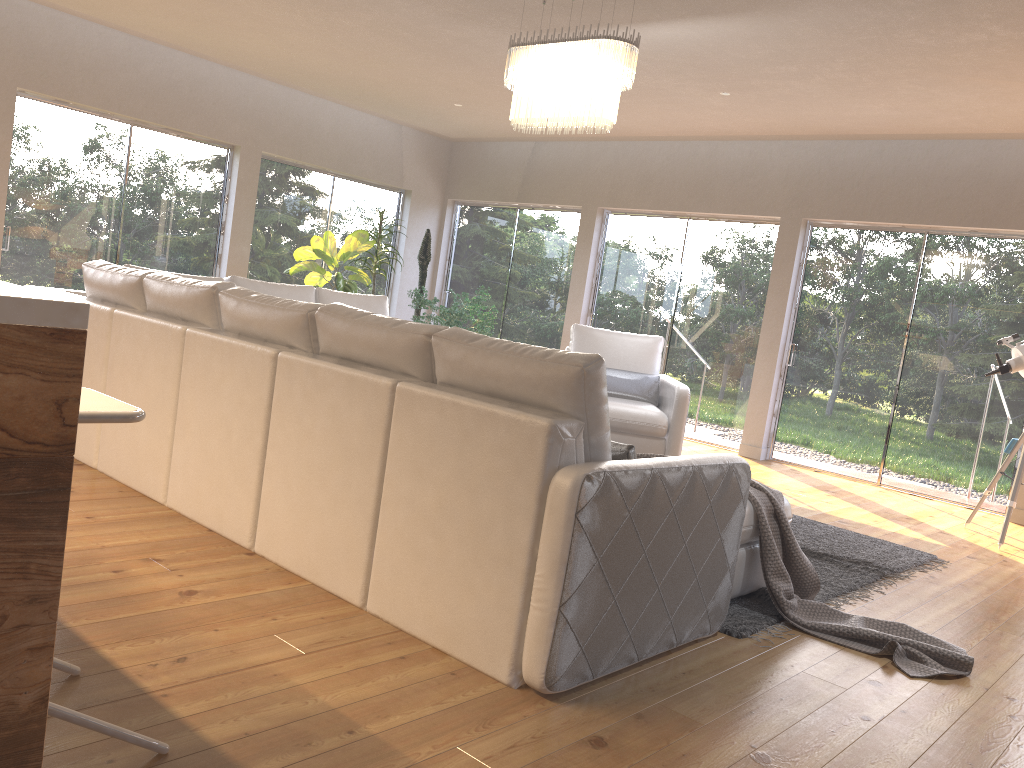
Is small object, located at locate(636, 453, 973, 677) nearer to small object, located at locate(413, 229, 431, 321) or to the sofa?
the sofa

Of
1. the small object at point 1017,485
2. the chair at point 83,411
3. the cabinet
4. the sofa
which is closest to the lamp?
the sofa

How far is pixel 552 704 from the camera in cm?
241

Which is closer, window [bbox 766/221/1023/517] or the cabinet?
the cabinet

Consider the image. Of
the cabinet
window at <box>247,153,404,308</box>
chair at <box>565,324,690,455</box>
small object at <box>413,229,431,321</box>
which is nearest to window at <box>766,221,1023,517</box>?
chair at <box>565,324,690,455</box>

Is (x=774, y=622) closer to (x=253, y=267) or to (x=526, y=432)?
(x=526, y=432)

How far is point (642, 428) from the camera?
6.32m

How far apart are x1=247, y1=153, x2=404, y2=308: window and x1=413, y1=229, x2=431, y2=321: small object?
0.7 meters

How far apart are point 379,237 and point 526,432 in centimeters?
678cm

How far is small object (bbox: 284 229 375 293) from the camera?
8.48m
